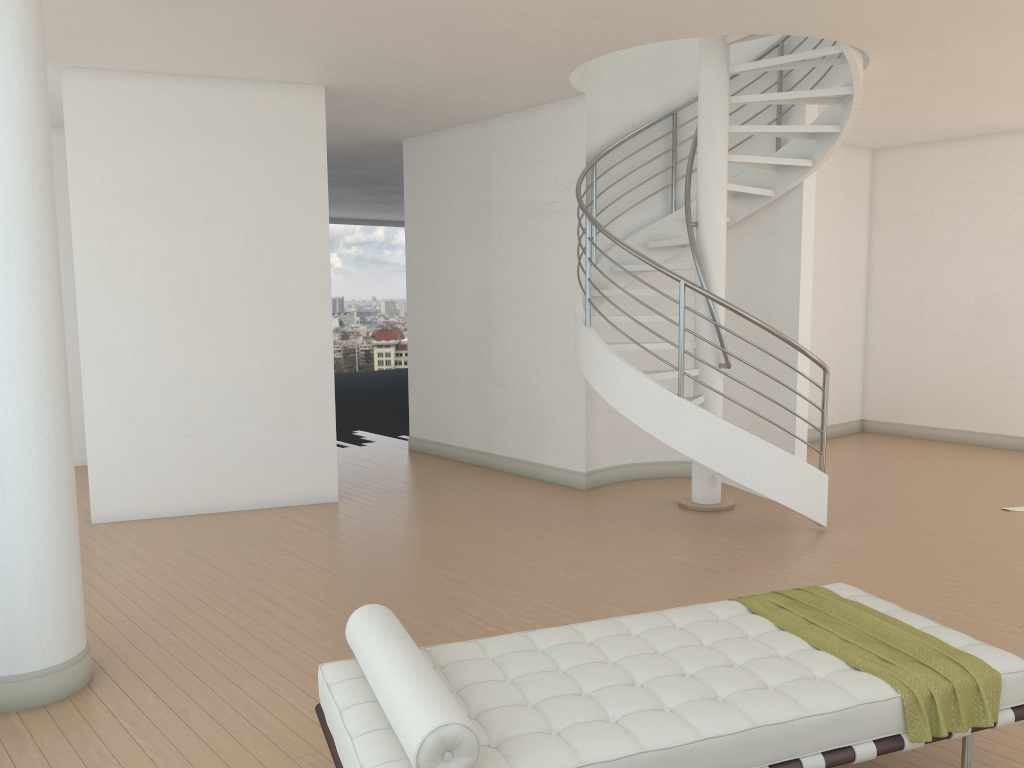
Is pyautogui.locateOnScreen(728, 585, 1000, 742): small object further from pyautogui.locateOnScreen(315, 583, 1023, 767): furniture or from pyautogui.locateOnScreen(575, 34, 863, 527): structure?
pyautogui.locateOnScreen(575, 34, 863, 527): structure

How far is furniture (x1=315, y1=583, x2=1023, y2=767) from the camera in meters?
2.4 m

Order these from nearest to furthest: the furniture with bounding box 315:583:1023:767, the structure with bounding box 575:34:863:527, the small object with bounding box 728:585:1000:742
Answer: the furniture with bounding box 315:583:1023:767 → the small object with bounding box 728:585:1000:742 → the structure with bounding box 575:34:863:527

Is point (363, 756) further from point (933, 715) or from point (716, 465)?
point (716, 465)

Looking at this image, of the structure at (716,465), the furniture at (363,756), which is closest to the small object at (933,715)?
the furniture at (363,756)

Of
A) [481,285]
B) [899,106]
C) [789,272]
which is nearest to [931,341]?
[899,106]

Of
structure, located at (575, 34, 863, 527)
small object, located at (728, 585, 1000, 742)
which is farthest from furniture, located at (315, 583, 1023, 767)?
structure, located at (575, 34, 863, 527)

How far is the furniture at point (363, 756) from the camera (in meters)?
2.42

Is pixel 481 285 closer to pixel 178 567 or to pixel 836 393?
pixel 178 567

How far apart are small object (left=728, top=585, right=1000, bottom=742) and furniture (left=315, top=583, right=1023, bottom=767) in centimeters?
2cm
